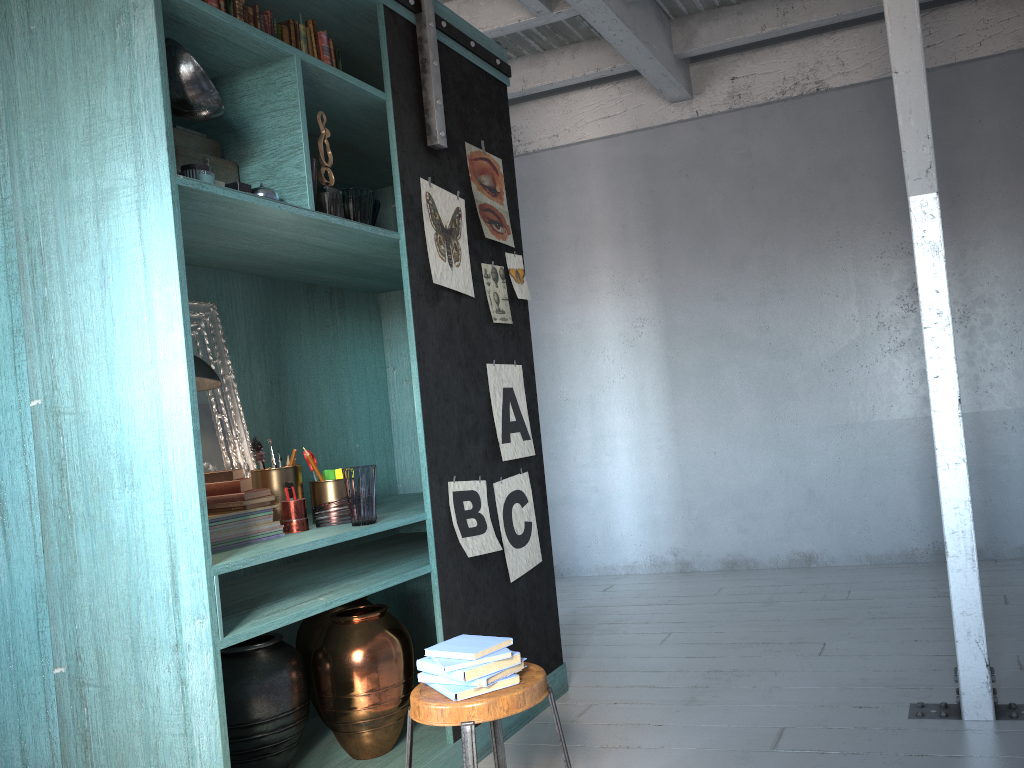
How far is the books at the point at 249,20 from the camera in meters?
3.3

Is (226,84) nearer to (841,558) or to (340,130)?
(340,130)

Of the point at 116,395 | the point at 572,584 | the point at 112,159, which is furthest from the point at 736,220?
the point at 116,395

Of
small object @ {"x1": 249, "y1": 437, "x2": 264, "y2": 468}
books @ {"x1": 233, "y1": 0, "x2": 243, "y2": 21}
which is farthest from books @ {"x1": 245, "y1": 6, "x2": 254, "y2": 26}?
small object @ {"x1": 249, "y1": 437, "x2": 264, "y2": 468}

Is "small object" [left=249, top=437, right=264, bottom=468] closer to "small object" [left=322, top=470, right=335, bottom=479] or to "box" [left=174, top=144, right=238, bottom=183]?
"small object" [left=322, top=470, right=335, bottom=479]

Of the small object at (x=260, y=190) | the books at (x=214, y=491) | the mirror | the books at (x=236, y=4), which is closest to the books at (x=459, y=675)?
the books at (x=214, y=491)

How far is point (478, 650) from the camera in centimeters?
259cm

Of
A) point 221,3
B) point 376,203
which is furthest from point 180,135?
point 376,203

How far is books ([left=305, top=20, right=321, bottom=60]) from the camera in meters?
3.6 m

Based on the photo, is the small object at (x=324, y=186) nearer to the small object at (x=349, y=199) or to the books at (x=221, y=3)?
the small object at (x=349, y=199)
